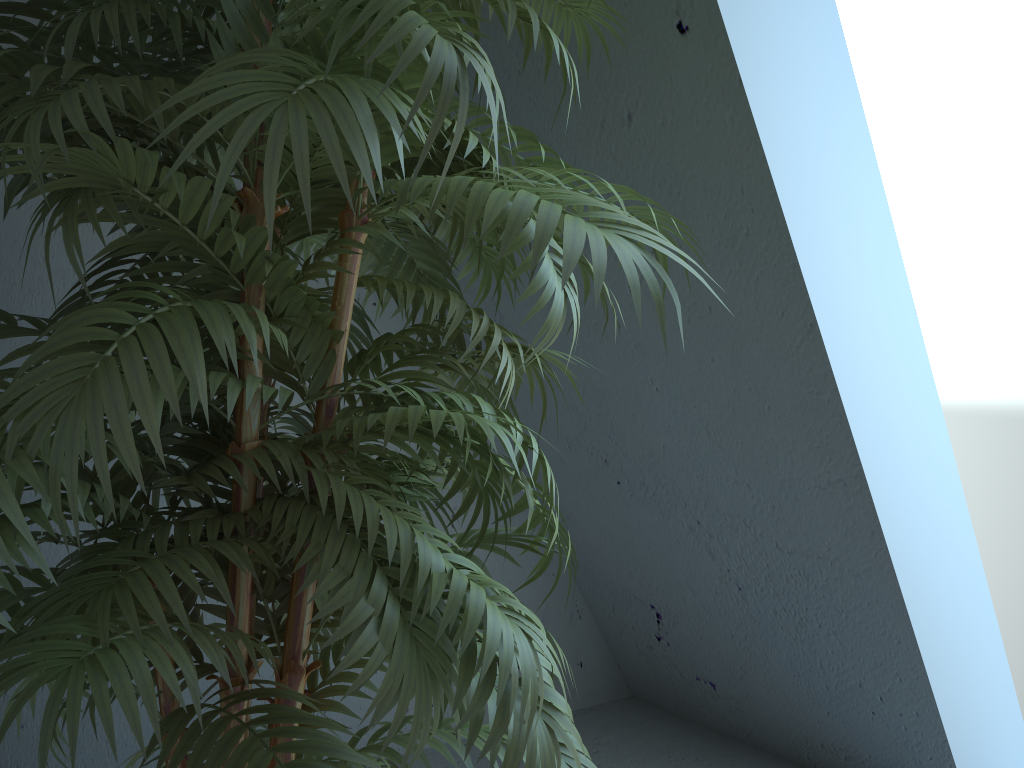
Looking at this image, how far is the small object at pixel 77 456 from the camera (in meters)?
0.65

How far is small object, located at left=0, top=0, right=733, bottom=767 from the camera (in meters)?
0.65

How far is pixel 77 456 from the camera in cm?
65

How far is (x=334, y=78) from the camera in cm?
62
